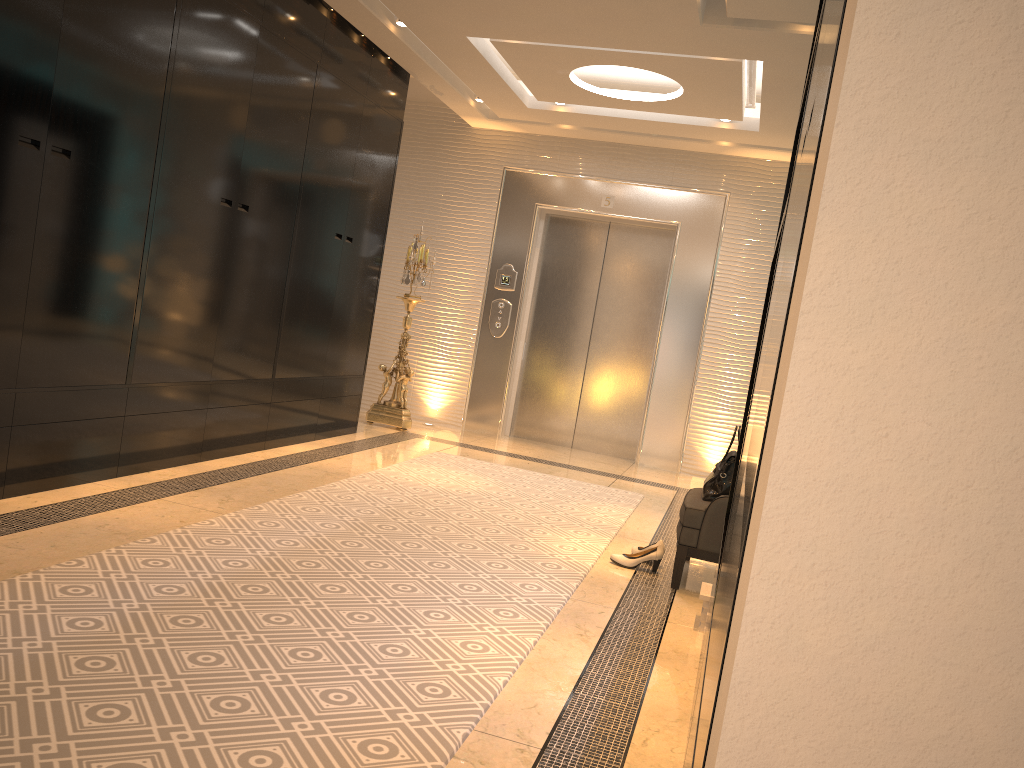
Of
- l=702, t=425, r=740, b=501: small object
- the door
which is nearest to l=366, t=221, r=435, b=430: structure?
the door

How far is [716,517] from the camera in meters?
3.7 m

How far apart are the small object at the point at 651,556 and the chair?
0.20m

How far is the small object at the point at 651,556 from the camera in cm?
400

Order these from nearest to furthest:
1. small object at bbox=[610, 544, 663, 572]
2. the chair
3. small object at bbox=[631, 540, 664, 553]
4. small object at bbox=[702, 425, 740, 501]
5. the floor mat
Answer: the floor mat → the chair → small object at bbox=[702, 425, 740, 501] → small object at bbox=[610, 544, 663, 572] → small object at bbox=[631, 540, 664, 553]

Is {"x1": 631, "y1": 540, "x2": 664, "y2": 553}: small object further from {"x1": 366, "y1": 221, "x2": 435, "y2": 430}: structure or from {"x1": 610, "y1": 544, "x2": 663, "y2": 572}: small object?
{"x1": 366, "y1": 221, "x2": 435, "y2": 430}: structure

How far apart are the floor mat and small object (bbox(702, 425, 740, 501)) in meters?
0.6

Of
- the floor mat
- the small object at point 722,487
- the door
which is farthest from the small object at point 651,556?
the door

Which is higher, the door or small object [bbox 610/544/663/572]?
the door

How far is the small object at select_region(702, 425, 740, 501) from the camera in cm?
386
